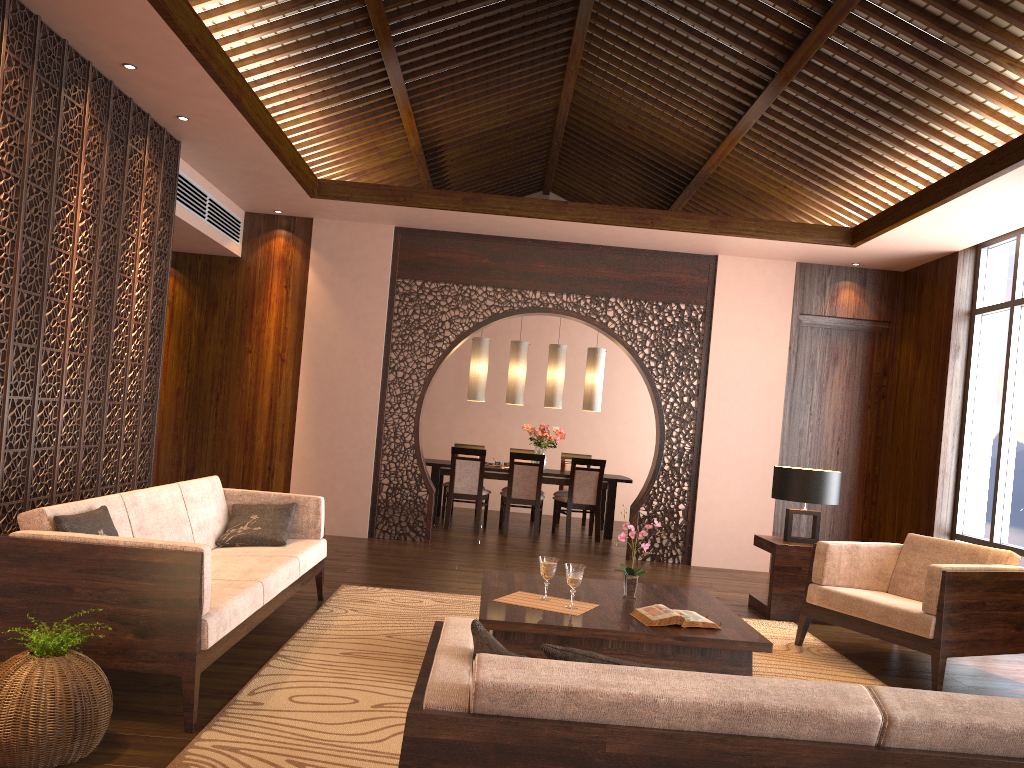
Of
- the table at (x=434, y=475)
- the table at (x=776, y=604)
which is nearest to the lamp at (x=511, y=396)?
the table at (x=434, y=475)

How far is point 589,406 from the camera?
9.7m

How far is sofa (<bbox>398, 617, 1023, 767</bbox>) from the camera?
1.6m

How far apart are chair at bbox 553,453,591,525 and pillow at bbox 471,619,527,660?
8.12m

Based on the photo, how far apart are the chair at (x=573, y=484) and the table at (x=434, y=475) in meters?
0.1 m

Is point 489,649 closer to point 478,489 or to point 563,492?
point 478,489

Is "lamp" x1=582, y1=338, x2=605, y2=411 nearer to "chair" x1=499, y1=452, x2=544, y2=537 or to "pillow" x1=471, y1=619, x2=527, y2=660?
"chair" x1=499, y1=452, x2=544, y2=537

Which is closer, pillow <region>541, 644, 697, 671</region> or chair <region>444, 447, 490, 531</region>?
pillow <region>541, 644, 697, 671</region>

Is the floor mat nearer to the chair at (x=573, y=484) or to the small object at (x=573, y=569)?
the small object at (x=573, y=569)

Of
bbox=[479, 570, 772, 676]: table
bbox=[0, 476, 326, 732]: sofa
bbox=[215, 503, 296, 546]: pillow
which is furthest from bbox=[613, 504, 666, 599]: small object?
bbox=[215, 503, 296, 546]: pillow
